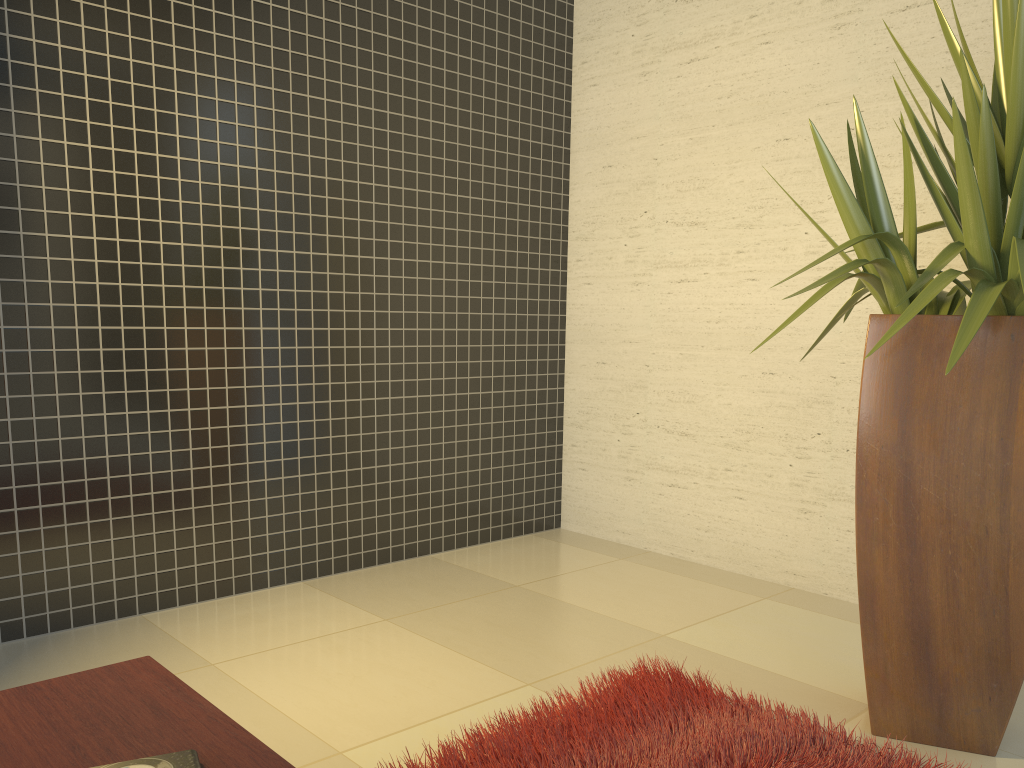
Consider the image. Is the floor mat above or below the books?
below

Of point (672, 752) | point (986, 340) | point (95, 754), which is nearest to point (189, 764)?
point (95, 754)

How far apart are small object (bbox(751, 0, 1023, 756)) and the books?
1.5 meters

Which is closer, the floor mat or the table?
the table

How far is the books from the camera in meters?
1.1 m

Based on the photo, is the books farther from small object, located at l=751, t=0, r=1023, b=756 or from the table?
small object, located at l=751, t=0, r=1023, b=756

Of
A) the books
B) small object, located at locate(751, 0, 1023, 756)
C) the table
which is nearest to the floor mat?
small object, located at locate(751, 0, 1023, 756)

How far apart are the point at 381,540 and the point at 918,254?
2.4m

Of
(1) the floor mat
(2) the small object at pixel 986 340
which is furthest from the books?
(2) the small object at pixel 986 340

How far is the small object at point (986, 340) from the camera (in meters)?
2.04
